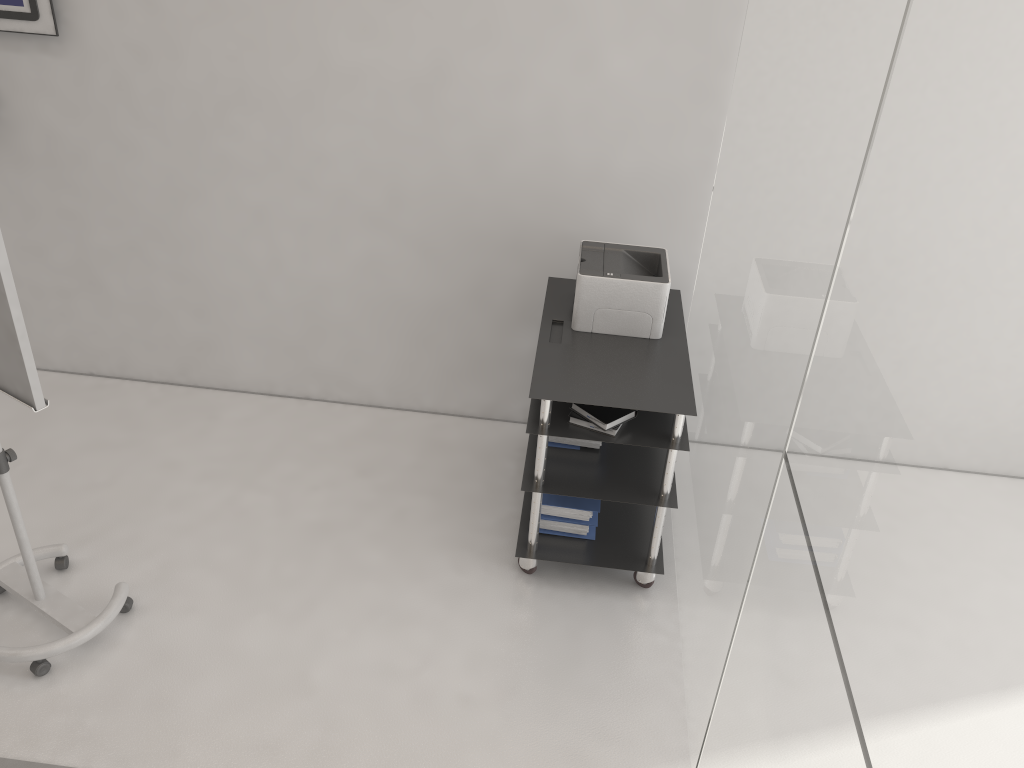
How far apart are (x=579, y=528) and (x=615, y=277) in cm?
98

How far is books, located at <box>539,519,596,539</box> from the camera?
3.5m

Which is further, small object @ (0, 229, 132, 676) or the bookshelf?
the bookshelf

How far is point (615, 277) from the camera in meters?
3.3 m

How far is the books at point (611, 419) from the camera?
3.06m

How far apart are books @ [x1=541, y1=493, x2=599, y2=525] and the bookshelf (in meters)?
0.08

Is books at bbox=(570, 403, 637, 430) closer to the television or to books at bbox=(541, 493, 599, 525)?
books at bbox=(541, 493, 599, 525)

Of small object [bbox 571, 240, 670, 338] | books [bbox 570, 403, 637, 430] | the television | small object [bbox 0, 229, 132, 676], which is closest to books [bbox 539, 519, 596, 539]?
books [bbox 570, 403, 637, 430]

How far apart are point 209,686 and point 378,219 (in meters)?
2.02

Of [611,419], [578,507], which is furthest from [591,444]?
[611,419]
